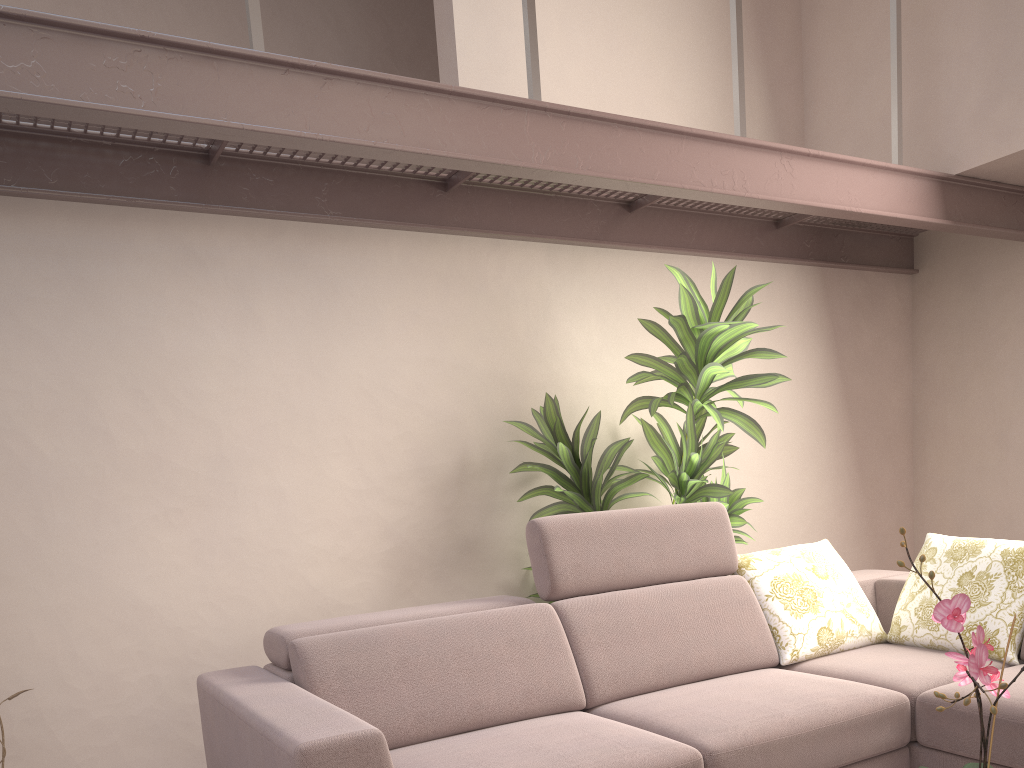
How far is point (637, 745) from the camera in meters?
2.3

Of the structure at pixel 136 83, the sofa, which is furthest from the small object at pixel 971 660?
the structure at pixel 136 83

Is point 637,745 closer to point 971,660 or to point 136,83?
point 971,660

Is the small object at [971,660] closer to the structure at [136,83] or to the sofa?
the sofa

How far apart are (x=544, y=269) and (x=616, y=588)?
1.62m

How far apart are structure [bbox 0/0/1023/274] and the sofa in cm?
112

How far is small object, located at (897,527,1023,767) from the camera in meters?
1.3

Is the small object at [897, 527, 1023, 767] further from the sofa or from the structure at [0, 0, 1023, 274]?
the structure at [0, 0, 1023, 274]

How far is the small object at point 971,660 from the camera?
1.3 meters

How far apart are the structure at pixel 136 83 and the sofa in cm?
112
